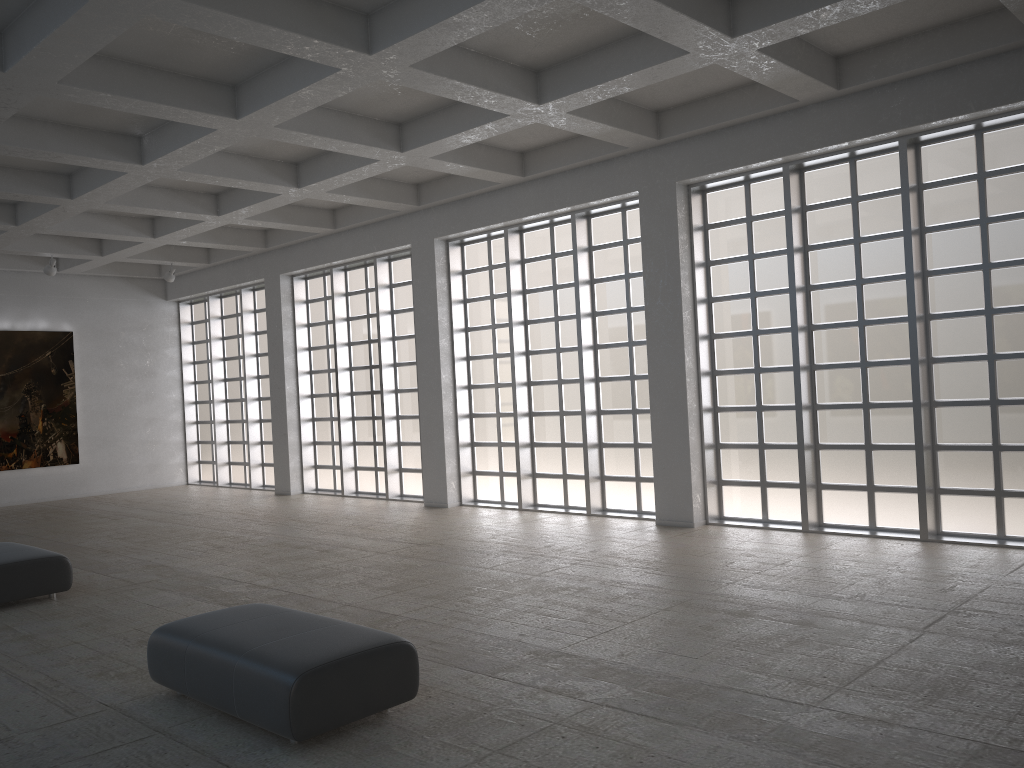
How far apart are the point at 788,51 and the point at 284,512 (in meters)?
18.54
